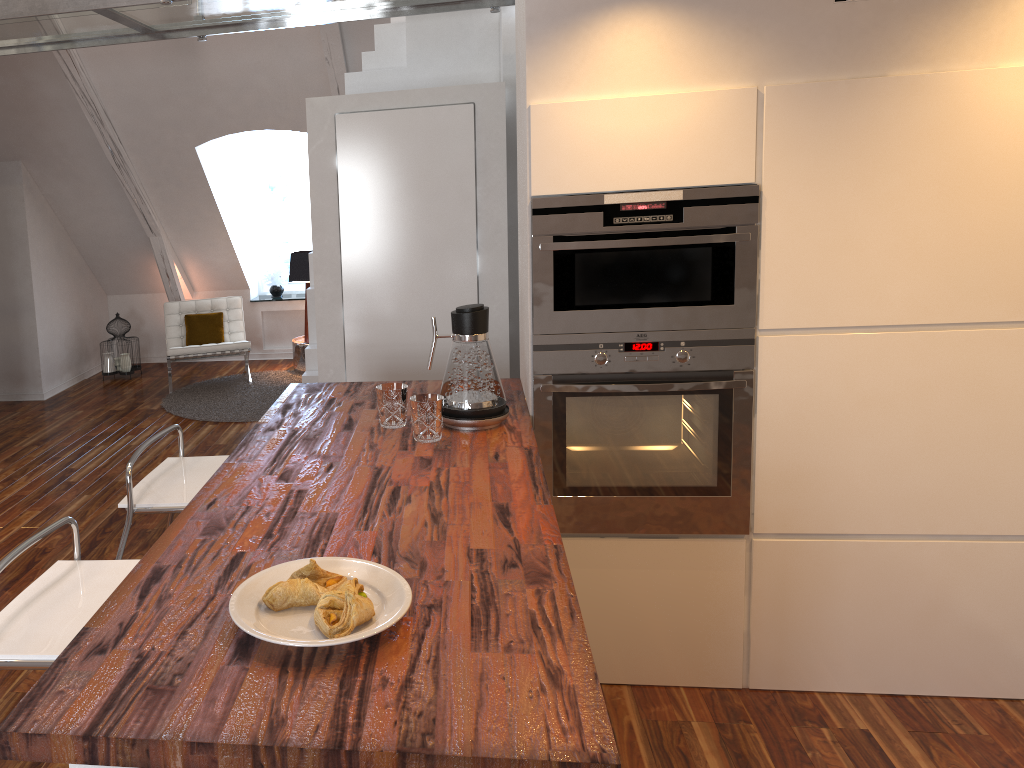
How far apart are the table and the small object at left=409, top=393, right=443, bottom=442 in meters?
4.7 m

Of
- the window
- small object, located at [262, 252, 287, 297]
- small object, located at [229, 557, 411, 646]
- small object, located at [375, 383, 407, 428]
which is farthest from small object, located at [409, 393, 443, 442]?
the window

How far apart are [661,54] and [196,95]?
4.02m

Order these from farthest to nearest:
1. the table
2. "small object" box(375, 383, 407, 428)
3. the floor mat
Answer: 1. the table
2. the floor mat
3. "small object" box(375, 383, 407, 428)

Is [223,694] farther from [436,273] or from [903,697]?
[436,273]

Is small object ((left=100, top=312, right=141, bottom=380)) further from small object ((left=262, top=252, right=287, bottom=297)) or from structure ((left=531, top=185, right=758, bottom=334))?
structure ((left=531, top=185, right=758, bottom=334))

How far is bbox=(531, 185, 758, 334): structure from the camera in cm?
245

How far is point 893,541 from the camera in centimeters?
266cm

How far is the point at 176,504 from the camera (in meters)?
2.35

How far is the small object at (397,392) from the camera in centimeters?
242cm
